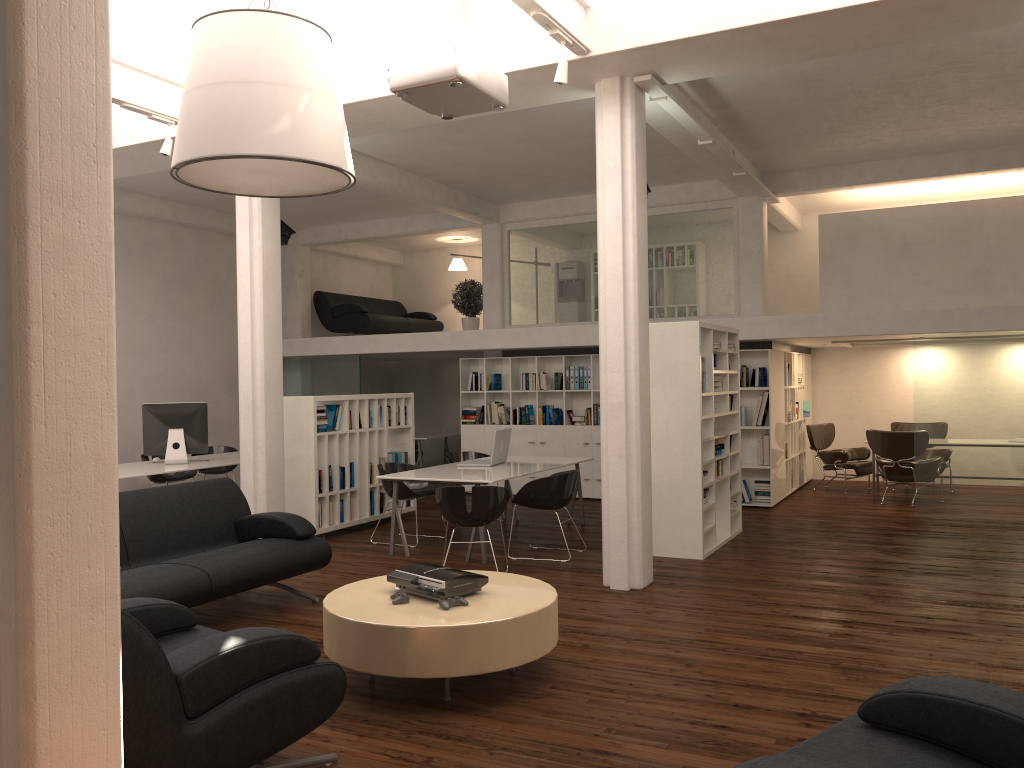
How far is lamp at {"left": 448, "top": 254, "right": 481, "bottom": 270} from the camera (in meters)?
20.07

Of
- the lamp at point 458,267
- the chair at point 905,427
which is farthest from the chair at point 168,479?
the chair at point 905,427

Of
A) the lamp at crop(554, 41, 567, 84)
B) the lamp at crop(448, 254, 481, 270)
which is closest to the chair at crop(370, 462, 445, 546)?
the lamp at crop(554, 41, 567, 84)

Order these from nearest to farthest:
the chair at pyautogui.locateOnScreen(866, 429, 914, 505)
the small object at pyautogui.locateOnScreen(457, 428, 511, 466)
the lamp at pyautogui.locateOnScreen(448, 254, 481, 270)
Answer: the small object at pyautogui.locateOnScreen(457, 428, 511, 466) < the chair at pyautogui.locateOnScreen(866, 429, 914, 505) < the lamp at pyautogui.locateOnScreen(448, 254, 481, 270)

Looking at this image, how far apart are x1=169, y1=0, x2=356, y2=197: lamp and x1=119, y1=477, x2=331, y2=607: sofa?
2.86m

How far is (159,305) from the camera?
15.76m

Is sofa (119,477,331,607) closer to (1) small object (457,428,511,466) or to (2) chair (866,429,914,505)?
(1) small object (457,428,511,466)

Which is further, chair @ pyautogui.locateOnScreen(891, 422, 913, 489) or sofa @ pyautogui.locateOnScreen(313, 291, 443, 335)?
sofa @ pyautogui.locateOnScreen(313, 291, 443, 335)

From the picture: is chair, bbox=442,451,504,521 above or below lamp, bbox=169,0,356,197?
below

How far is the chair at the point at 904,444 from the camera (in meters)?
13.87
